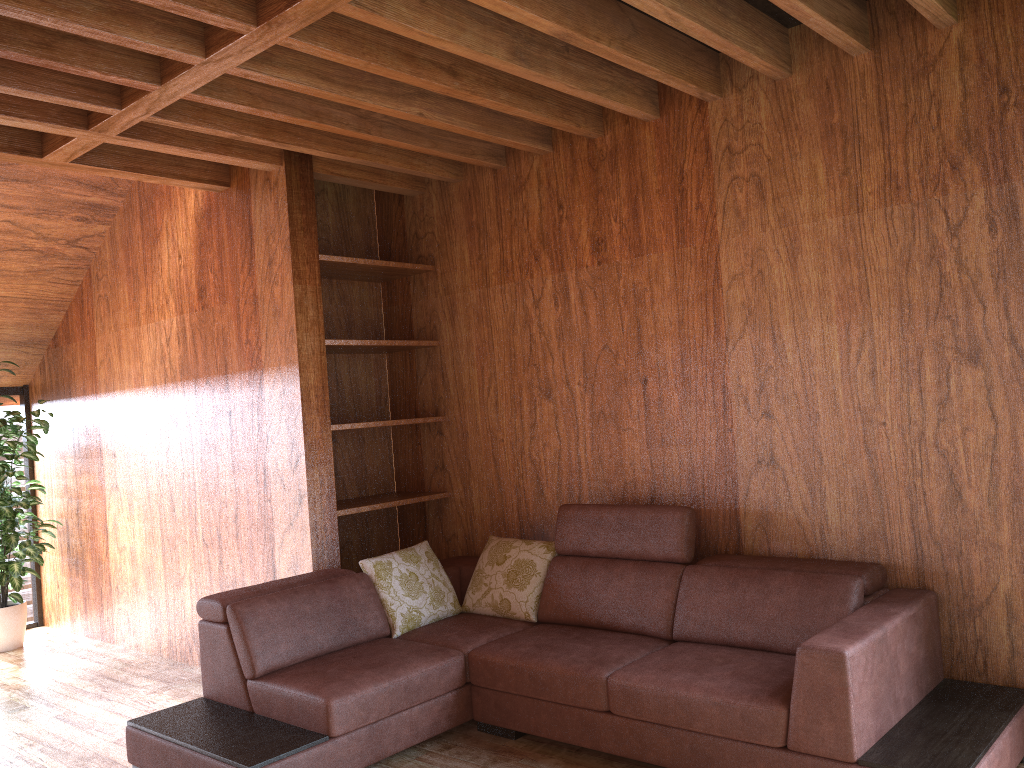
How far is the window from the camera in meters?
5.7 m

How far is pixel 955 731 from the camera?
2.45m

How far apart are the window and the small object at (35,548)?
0.3 meters

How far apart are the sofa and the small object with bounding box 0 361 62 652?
2.3m

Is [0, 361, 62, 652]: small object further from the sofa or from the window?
the sofa

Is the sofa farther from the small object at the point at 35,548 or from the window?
the window

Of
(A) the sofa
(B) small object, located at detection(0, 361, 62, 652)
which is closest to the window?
(B) small object, located at detection(0, 361, 62, 652)

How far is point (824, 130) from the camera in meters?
3.1 m

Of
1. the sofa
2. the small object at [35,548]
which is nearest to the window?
the small object at [35,548]

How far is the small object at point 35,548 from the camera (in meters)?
5.05
